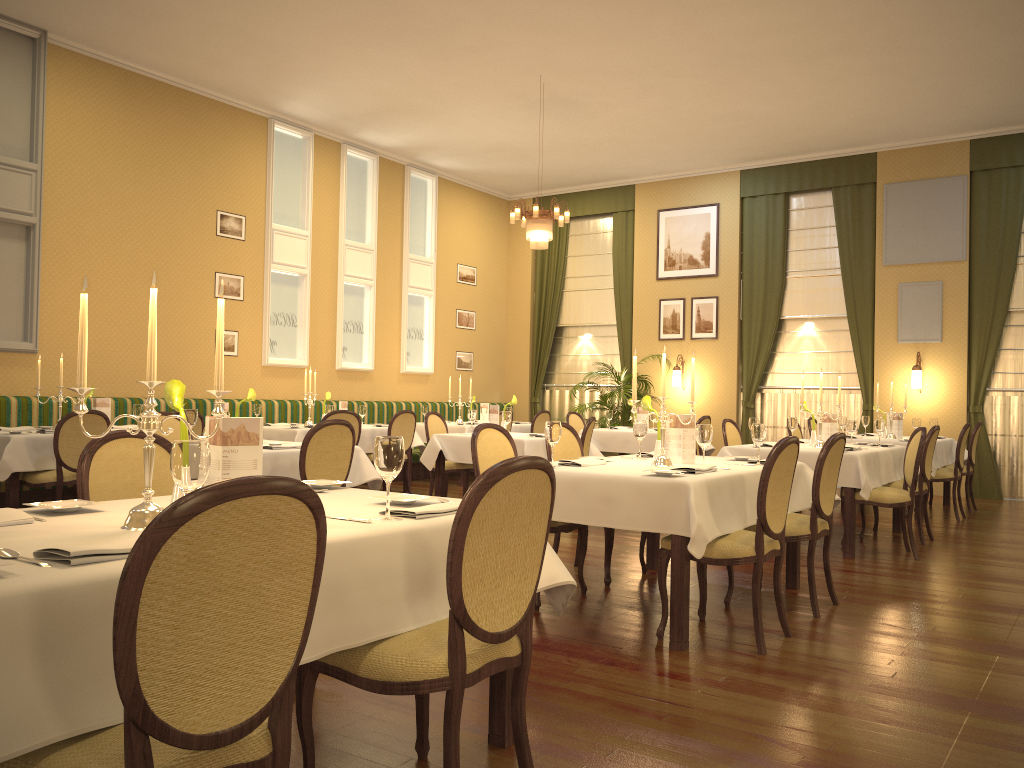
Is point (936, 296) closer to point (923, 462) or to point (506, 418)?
point (923, 462)

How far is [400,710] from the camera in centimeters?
309cm

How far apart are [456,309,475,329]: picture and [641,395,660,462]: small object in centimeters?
898cm

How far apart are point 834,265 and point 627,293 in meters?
3.1

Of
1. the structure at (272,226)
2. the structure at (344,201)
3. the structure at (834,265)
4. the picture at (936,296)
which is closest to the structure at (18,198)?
the structure at (272,226)

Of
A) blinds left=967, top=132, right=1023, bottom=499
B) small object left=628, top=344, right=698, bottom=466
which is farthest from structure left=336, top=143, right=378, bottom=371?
blinds left=967, top=132, right=1023, bottom=499

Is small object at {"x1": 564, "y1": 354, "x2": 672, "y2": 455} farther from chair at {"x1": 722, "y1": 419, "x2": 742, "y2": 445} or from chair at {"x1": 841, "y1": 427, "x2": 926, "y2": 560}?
chair at {"x1": 841, "y1": 427, "x2": 926, "y2": 560}

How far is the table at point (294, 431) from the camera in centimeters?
867cm

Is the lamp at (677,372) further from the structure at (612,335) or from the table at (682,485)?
the table at (682,485)

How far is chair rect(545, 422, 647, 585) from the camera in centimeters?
524cm
